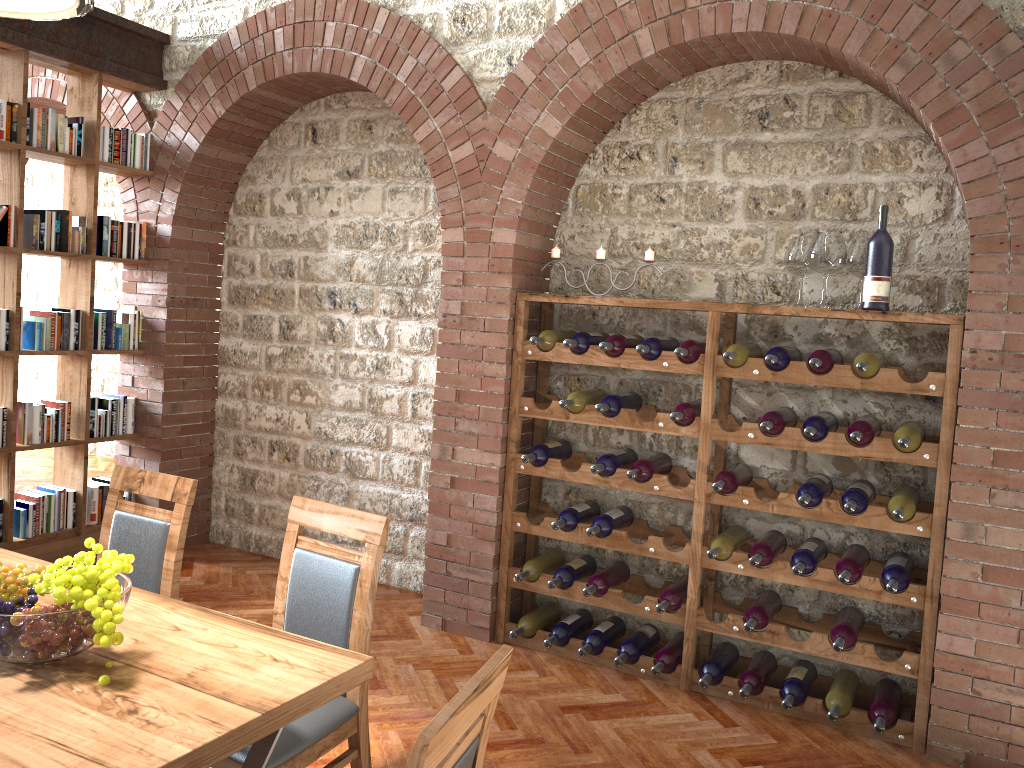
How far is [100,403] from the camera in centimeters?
531cm

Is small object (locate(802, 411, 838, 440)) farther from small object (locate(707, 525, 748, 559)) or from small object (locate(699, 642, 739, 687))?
small object (locate(699, 642, 739, 687))

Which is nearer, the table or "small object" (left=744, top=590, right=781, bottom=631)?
the table

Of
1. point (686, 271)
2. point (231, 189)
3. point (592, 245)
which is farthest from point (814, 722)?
point (231, 189)

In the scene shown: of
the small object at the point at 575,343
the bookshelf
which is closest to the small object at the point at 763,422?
the small object at the point at 575,343

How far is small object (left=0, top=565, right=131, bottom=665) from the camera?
1.82m

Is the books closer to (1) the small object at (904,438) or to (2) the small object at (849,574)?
(2) the small object at (849,574)

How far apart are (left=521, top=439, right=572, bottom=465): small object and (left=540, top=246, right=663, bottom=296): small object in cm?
91

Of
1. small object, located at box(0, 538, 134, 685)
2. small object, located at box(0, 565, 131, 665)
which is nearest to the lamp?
small object, located at box(0, 538, 134, 685)

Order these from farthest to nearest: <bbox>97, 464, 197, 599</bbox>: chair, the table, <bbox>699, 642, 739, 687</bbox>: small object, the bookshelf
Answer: the bookshelf < <bbox>699, 642, 739, 687</bbox>: small object < <bbox>97, 464, 197, 599</bbox>: chair < the table
